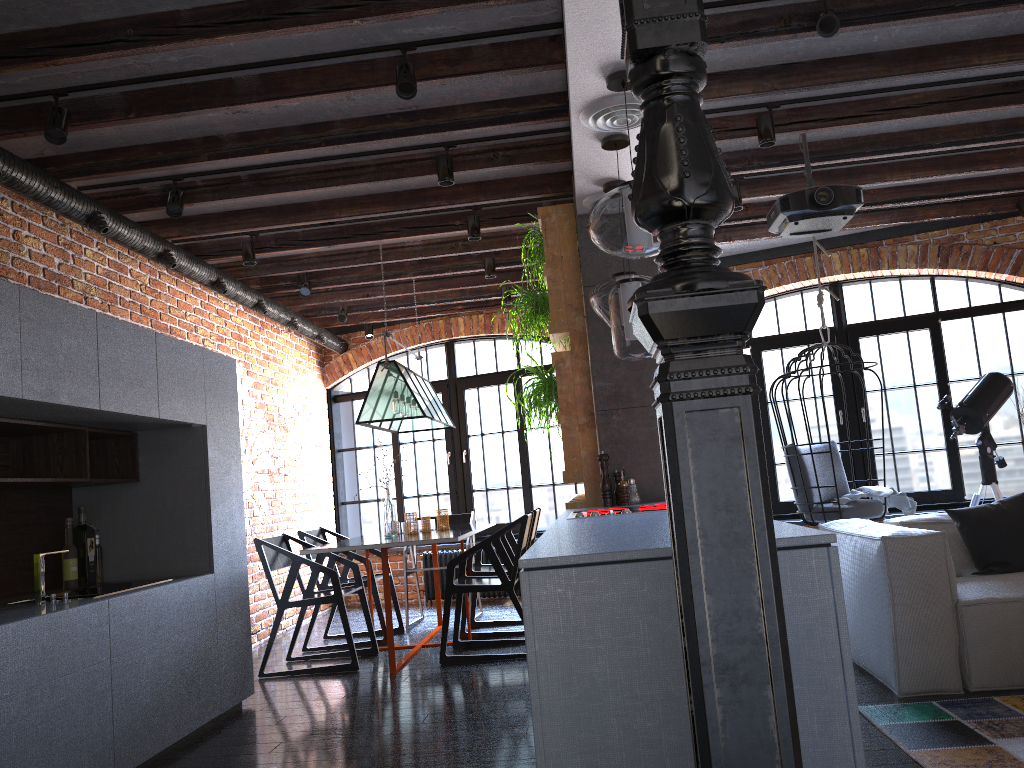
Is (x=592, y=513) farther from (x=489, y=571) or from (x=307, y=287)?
(x=307, y=287)

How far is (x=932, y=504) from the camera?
6.9m

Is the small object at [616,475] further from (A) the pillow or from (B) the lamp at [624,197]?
(B) the lamp at [624,197]

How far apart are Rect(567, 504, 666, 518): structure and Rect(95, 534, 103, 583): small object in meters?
2.3

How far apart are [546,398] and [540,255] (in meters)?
0.81

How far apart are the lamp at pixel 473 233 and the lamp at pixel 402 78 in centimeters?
199cm

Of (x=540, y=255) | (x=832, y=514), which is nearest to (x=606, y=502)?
(x=540, y=255)

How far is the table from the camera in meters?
4.9

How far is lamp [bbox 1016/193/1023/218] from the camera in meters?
6.2

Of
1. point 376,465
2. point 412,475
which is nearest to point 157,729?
point 376,465
